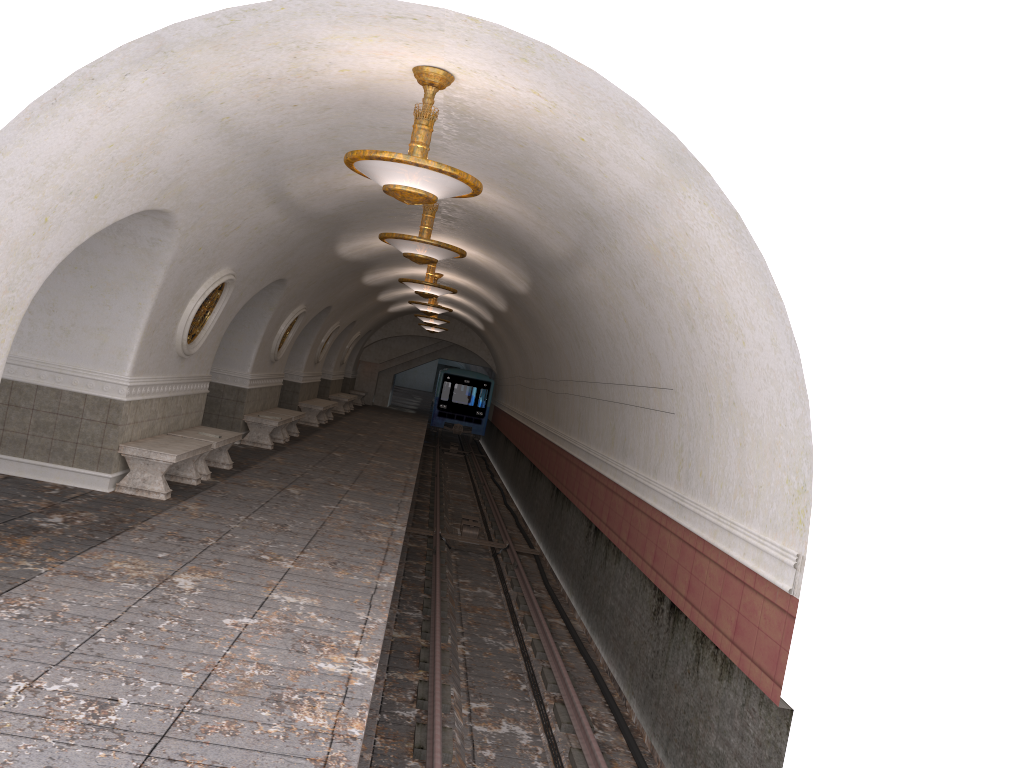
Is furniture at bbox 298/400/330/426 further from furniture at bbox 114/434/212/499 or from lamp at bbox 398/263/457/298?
furniture at bbox 114/434/212/499

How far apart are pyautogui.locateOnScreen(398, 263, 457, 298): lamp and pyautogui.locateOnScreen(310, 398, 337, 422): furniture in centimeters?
1048cm

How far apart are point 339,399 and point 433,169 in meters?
22.0

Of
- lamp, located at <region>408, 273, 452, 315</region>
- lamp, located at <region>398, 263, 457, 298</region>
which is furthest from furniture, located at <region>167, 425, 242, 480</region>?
lamp, located at <region>408, 273, 452, 315</region>

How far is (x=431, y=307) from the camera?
19.29m

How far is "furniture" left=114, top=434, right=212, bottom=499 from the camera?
9.39m

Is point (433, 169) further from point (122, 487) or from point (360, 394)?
point (360, 394)

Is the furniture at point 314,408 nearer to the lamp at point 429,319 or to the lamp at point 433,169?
the lamp at point 429,319

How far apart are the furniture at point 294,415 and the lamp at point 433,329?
11.1m

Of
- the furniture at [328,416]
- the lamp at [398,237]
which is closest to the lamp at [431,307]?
the furniture at [328,416]
